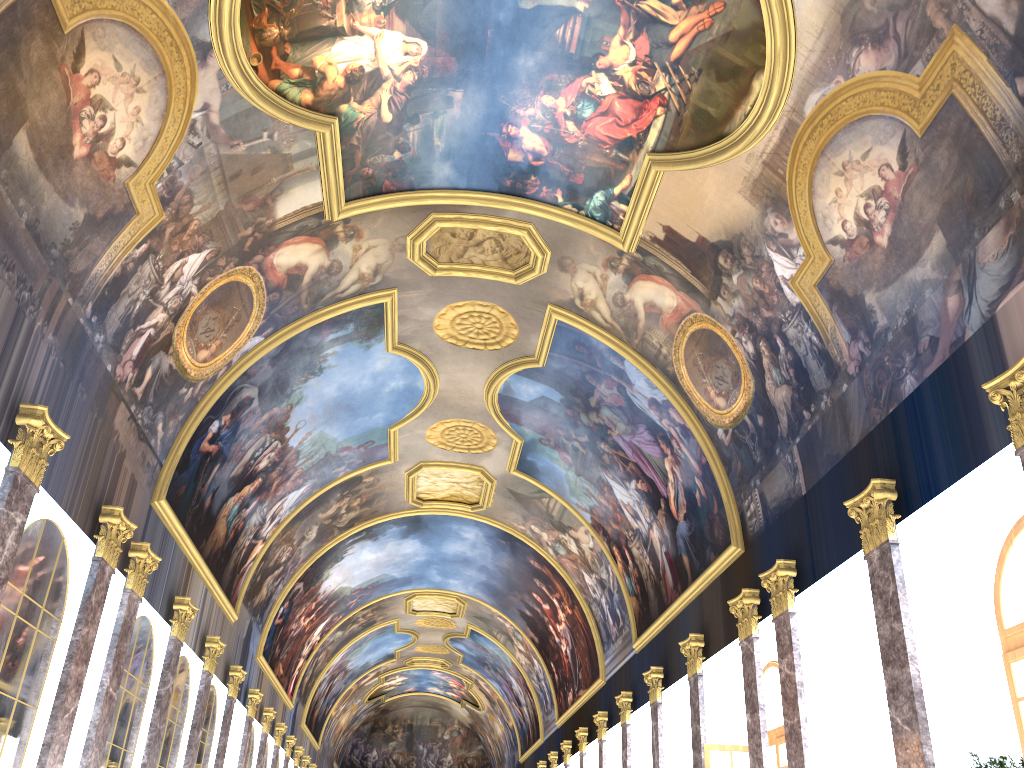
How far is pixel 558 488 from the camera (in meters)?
26.73
